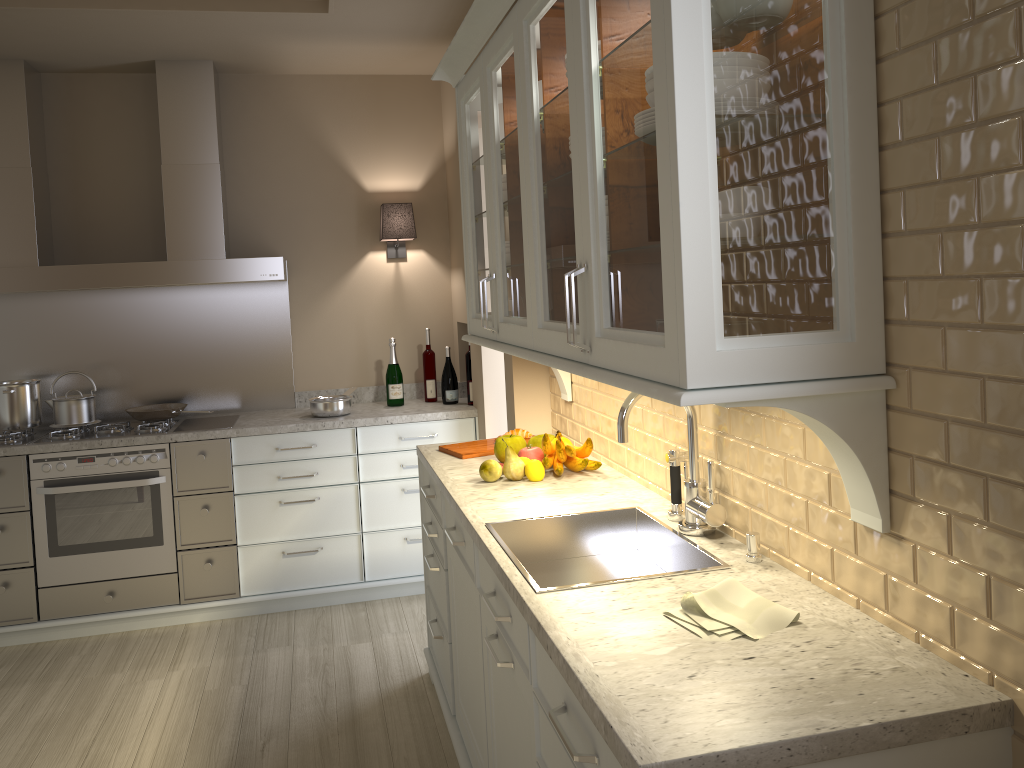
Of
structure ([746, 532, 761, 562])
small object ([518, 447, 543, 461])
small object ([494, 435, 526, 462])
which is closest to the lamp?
small object ([494, 435, 526, 462])

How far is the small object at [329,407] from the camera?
4.0m

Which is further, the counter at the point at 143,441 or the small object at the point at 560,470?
the counter at the point at 143,441

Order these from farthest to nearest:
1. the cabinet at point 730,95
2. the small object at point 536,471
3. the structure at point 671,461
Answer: the small object at point 536,471 → the structure at point 671,461 → the cabinet at point 730,95

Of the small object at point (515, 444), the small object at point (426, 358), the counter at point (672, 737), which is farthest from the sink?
the small object at point (426, 358)

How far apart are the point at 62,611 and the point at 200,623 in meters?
0.6

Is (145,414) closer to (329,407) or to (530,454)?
(329,407)

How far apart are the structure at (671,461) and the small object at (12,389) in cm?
305

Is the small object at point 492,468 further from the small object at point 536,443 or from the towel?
the towel

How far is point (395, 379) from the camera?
4.2m
